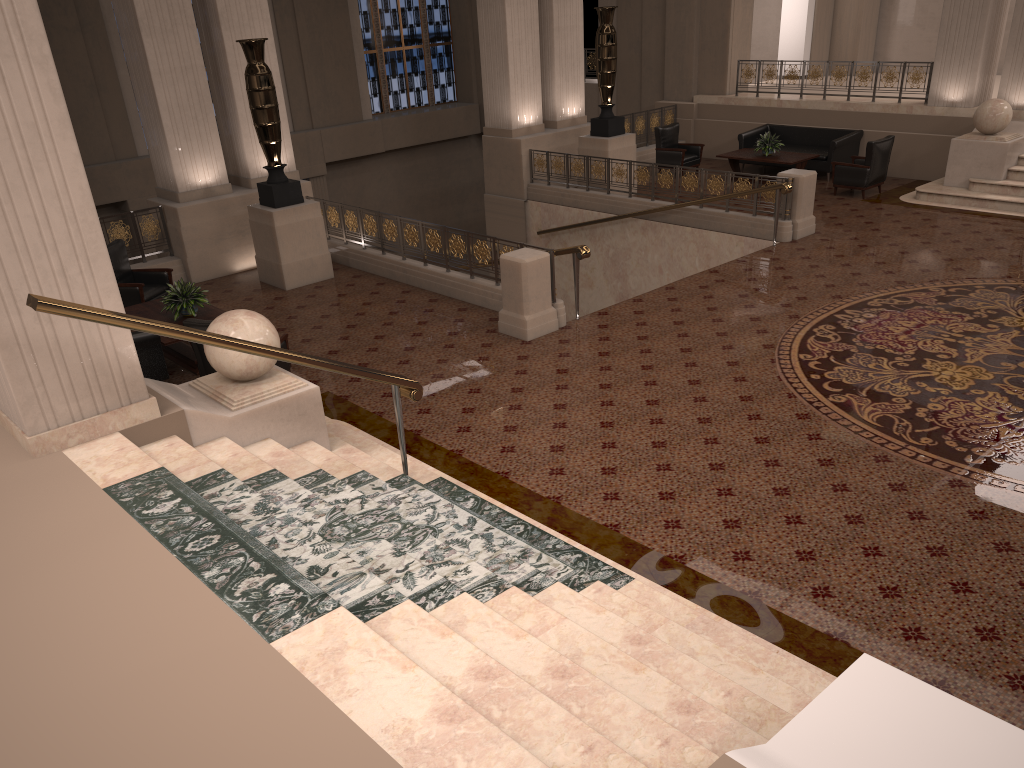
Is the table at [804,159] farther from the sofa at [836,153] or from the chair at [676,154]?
the chair at [676,154]

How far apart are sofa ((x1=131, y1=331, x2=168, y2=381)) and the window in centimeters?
1498cm

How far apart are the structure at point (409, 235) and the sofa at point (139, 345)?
3.79m

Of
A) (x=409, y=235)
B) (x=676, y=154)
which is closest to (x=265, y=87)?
(x=409, y=235)

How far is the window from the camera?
21.2m

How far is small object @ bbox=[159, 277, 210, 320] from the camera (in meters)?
8.80

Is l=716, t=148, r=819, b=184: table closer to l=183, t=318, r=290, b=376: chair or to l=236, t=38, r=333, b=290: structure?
l=236, t=38, r=333, b=290: structure

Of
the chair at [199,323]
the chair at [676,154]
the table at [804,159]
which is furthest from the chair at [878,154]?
the chair at [199,323]

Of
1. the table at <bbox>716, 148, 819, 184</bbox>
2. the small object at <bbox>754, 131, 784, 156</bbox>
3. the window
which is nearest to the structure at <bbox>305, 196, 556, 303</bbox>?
the table at <bbox>716, 148, 819, 184</bbox>

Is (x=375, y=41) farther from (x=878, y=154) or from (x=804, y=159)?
(x=878, y=154)
